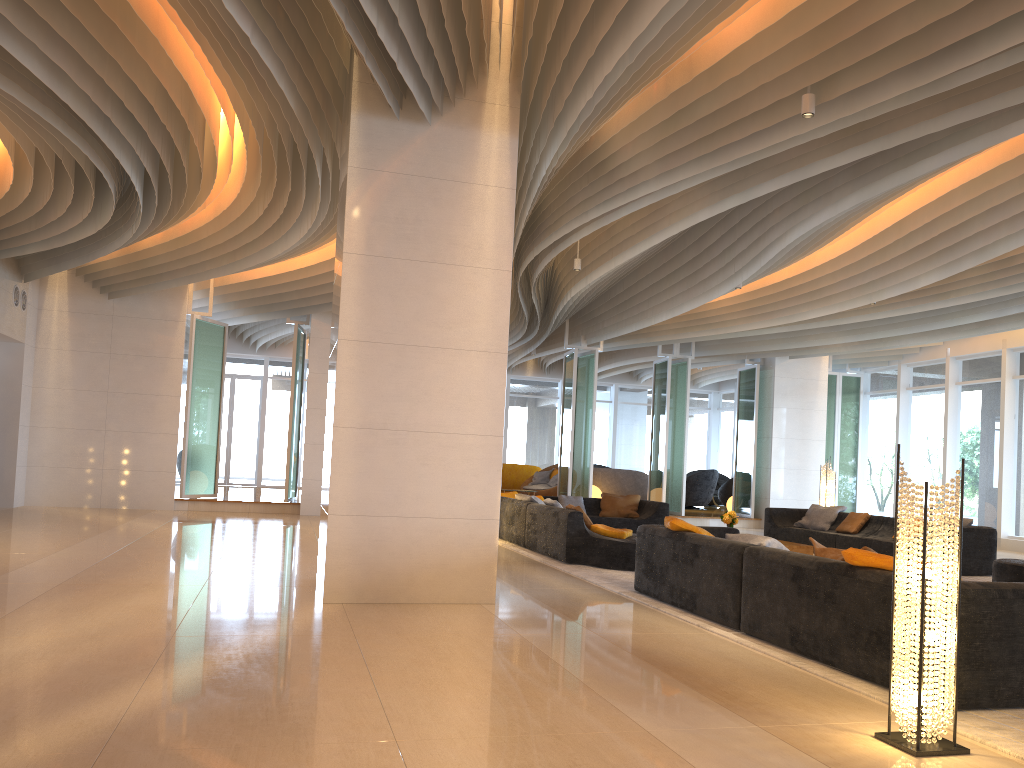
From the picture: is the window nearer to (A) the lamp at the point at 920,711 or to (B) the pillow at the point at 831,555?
(B) the pillow at the point at 831,555

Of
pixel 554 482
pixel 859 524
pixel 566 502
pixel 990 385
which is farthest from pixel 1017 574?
pixel 554 482

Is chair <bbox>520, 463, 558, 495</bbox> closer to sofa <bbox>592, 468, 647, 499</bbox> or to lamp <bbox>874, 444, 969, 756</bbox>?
sofa <bbox>592, 468, 647, 499</bbox>

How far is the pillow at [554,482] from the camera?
20.1m

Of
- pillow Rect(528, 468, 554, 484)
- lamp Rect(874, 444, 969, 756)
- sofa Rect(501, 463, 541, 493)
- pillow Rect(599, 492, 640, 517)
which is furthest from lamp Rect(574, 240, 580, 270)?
sofa Rect(501, 463, 541, 493)

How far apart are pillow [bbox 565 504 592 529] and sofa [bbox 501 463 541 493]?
11.4m

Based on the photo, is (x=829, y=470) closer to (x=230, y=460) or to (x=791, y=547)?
(x=791, y=547)

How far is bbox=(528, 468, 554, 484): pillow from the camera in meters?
20.6 m

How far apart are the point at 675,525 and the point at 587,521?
2.97m

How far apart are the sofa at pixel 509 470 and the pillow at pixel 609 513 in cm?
722
